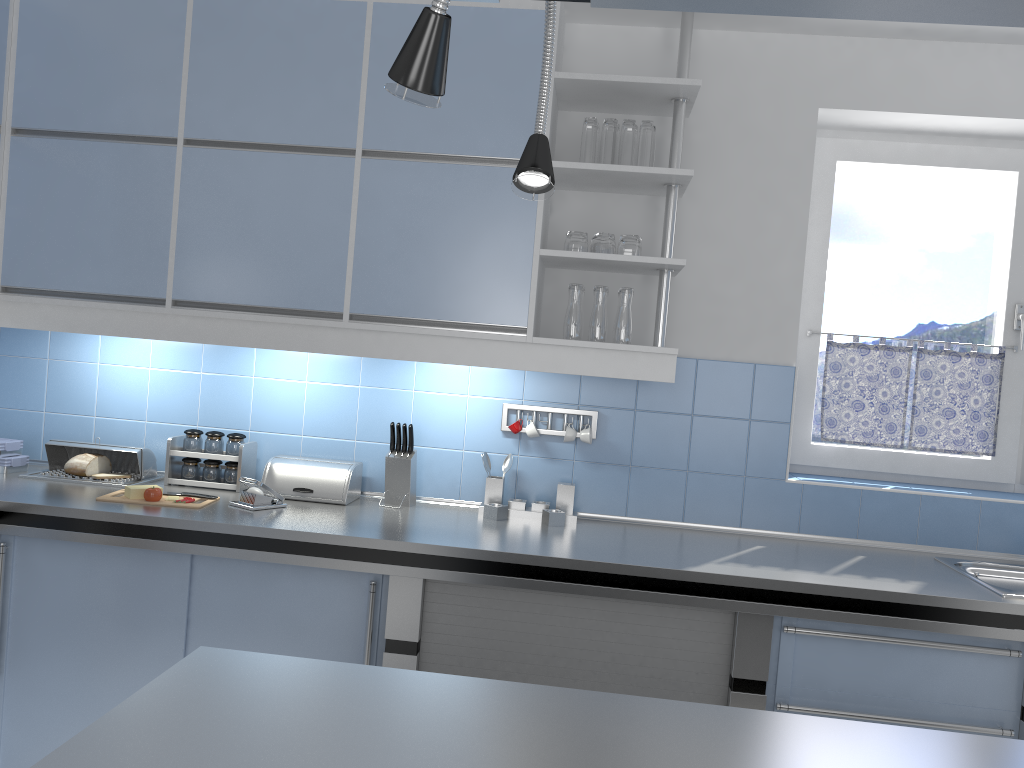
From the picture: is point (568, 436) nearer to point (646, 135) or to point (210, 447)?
point (646, 135)

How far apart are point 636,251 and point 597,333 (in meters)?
0.29

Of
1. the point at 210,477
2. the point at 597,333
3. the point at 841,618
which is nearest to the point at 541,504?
the point at 597,333

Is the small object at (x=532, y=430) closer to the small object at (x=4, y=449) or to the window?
the window

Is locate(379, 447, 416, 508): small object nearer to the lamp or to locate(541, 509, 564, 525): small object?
locate(541, 509, 564, 525): small object

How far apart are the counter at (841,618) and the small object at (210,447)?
0.1m

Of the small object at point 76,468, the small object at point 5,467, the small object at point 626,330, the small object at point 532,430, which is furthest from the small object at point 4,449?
the small object at point 626,330

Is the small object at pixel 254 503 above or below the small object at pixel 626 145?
below

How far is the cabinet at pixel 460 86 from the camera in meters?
2.8 m

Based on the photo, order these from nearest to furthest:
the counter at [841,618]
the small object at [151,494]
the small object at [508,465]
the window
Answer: the counter at [841,618] < the small object at [151,494] < the small object at [508,465] < the window
